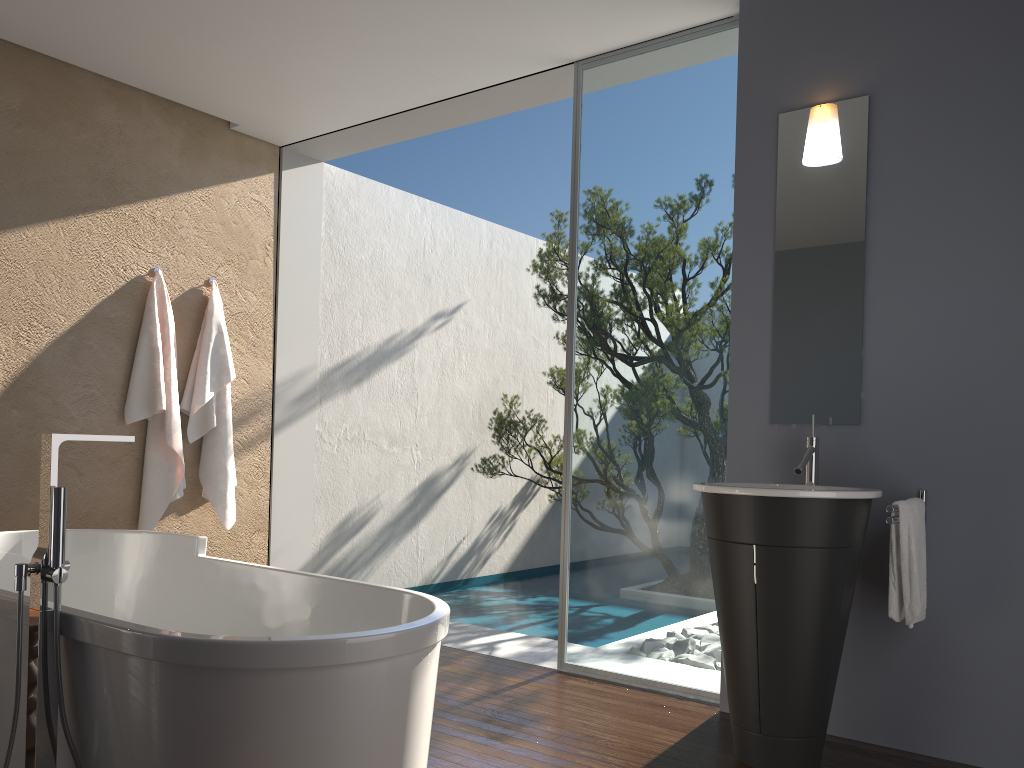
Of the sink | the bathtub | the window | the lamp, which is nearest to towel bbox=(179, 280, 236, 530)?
the bathtub

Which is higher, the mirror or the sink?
the mirror

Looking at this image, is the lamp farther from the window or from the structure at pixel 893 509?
the structure at pixel 893 509

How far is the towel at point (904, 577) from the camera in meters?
2.9 m

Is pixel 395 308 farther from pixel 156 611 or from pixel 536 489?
pixel 156 611

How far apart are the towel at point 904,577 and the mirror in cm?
40

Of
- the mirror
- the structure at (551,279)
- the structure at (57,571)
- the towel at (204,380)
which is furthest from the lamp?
the towel at (204,380)

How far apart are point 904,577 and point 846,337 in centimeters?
97cm

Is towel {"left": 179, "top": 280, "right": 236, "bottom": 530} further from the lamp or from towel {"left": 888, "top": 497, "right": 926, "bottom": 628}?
towel {"left": 888, "top": 497, "right": 926, "bottom": 628}

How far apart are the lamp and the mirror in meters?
0.0
